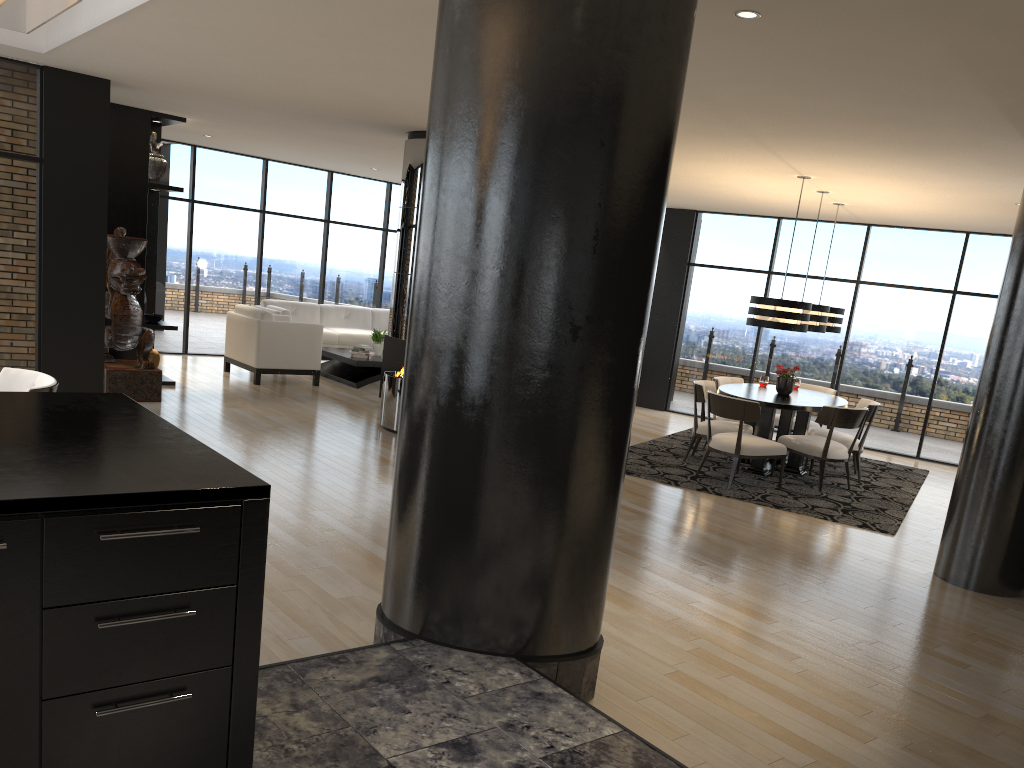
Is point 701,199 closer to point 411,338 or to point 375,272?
point 375,272

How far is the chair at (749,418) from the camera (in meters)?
7.56

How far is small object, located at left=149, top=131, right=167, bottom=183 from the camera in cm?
931

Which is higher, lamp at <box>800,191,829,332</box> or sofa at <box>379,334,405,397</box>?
lamp at <box>800,191,829,332</box>

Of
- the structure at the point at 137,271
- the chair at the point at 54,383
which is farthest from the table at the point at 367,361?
the chair at the point at 54,383

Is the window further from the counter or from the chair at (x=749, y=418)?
the counter

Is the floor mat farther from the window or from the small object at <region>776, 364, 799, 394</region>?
the window

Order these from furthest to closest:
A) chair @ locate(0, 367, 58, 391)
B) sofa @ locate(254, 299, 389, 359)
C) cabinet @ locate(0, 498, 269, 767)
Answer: sofa @ locate(254, 299, 389, 359) < chair @ locate(0, 367, 58, 391) < cabinet @ locate(0, 498, 269, 767)

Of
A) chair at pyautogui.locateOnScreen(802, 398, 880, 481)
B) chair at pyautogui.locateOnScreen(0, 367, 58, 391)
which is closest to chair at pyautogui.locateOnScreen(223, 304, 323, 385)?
chair at pyautogui.locateOnScreen(0, 367, 58, 391)

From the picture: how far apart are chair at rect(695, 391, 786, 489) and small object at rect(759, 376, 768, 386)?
1.65m
